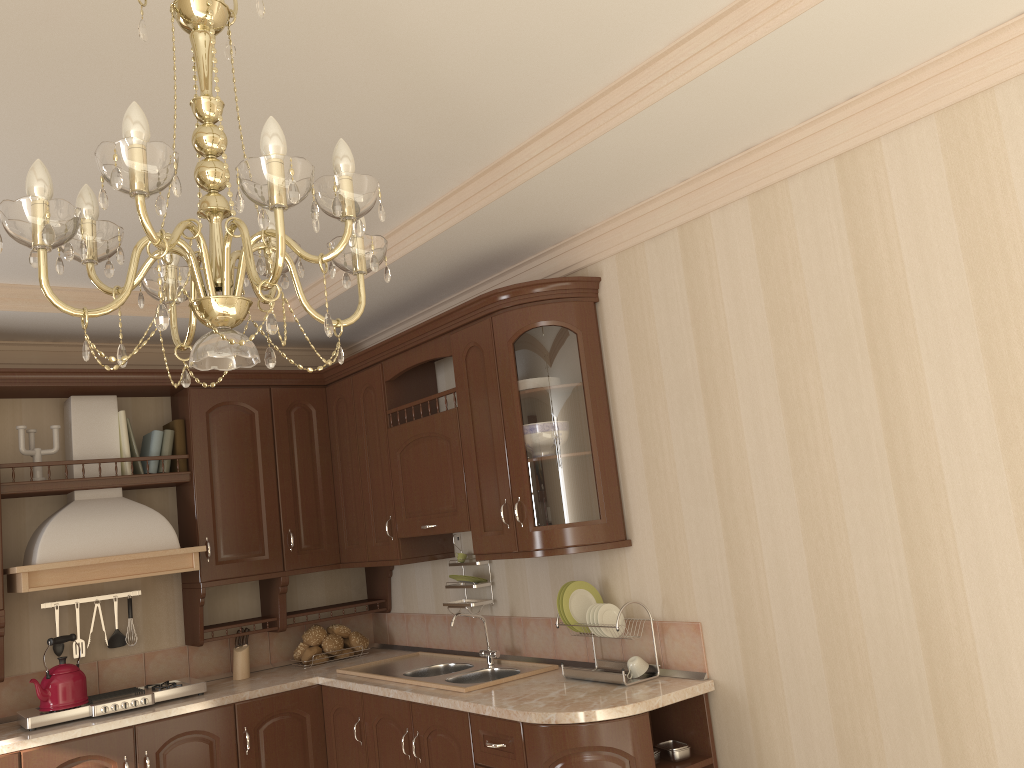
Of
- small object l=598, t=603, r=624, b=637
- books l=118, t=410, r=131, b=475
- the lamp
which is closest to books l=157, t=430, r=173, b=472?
books l=118, t=410, r=131, b=475

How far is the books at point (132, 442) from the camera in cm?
412

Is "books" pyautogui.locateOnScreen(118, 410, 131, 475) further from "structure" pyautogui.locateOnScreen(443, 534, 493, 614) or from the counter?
"structure" pyautogui.locateOnScreen(443, 534, 493, 614)

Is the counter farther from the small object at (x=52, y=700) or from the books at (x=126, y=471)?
the books at (x=126, y=471)

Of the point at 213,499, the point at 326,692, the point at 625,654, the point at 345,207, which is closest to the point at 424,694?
the point at 625,654

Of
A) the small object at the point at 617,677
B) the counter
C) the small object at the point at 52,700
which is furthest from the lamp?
the small object at the point at 52,700

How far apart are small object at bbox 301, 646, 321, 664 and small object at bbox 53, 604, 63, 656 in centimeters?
109cm

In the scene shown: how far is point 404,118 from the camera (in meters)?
2.53

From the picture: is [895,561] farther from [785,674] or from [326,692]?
[326,692]

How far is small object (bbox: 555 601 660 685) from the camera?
3.0m
